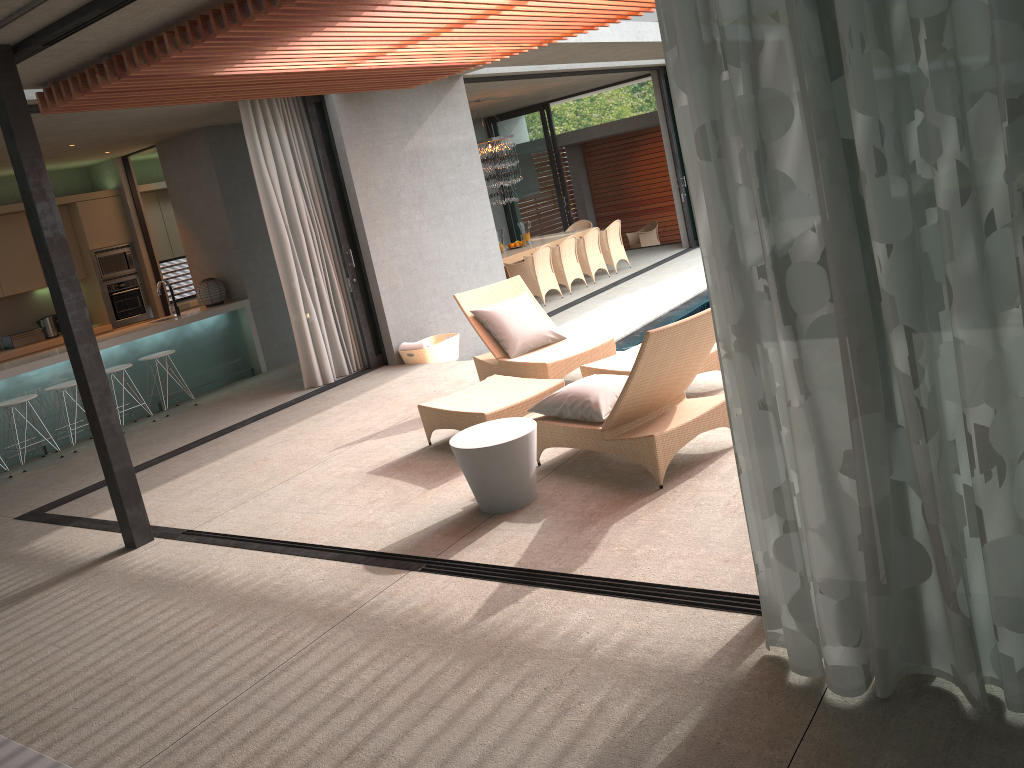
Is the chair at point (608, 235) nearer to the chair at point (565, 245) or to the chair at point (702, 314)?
the chair at point (565, 245)

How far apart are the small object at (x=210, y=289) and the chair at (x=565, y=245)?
5.0m

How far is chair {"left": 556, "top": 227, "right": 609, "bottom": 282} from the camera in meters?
13.9 m

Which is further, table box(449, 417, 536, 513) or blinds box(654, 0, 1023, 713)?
table box(449, 417, 536, 513)

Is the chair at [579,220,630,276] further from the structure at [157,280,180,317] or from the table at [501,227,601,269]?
the structure at [157,280,180,317]

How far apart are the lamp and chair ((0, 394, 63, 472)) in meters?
8.1 m

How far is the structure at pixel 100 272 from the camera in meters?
11.1

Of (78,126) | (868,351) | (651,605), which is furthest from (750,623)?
(78,126)

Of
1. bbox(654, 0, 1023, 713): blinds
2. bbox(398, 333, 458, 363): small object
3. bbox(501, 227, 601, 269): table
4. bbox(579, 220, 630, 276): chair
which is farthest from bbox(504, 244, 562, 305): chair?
bbox(654, 0, 1023, 713): blinds

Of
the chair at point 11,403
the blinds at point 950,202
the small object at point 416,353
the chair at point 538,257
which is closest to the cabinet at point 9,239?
the chair at point 11,403
